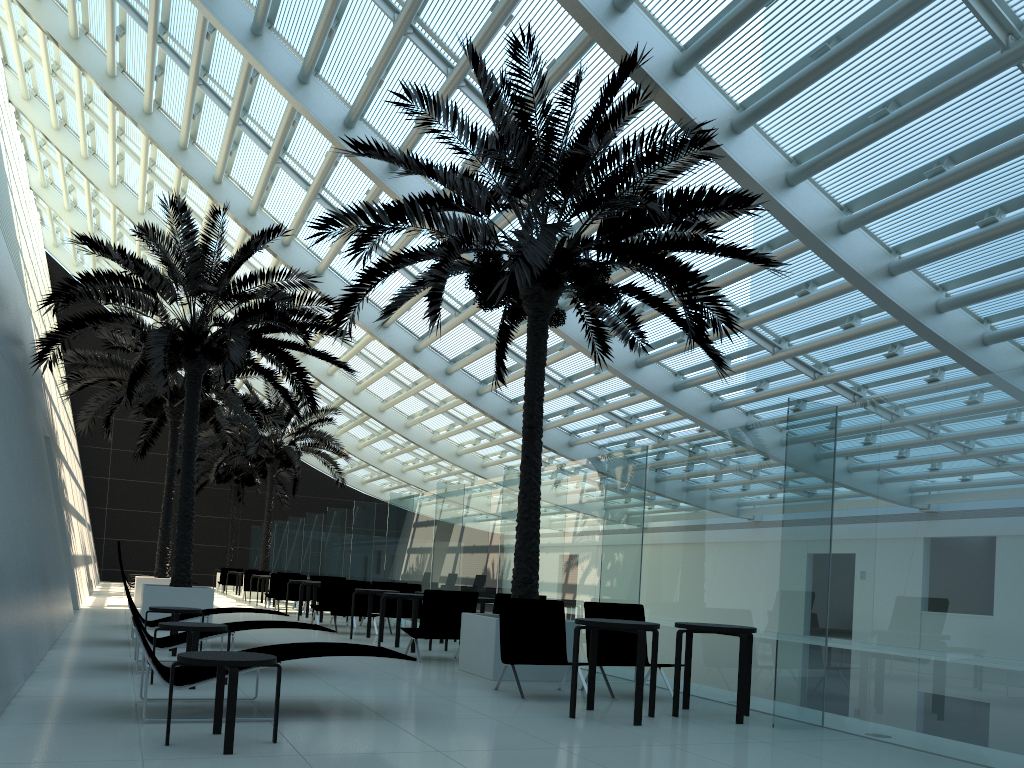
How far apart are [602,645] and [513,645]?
1.0m

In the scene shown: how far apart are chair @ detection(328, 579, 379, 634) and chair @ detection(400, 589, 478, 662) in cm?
340

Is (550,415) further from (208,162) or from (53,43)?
(53,43)

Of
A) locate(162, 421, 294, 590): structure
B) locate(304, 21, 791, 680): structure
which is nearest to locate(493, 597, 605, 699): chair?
locate(304, 21, 791, 680): structure

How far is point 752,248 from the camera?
13.2 meters

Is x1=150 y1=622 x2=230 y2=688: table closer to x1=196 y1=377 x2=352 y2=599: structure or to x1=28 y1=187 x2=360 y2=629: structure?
x1=28 y1=187 x2=360 y2=629: structure

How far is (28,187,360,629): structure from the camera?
12.62m

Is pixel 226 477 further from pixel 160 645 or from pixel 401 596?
pixel 160 645

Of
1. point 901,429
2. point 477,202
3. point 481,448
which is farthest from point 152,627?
point 481,448

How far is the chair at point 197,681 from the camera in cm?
549
